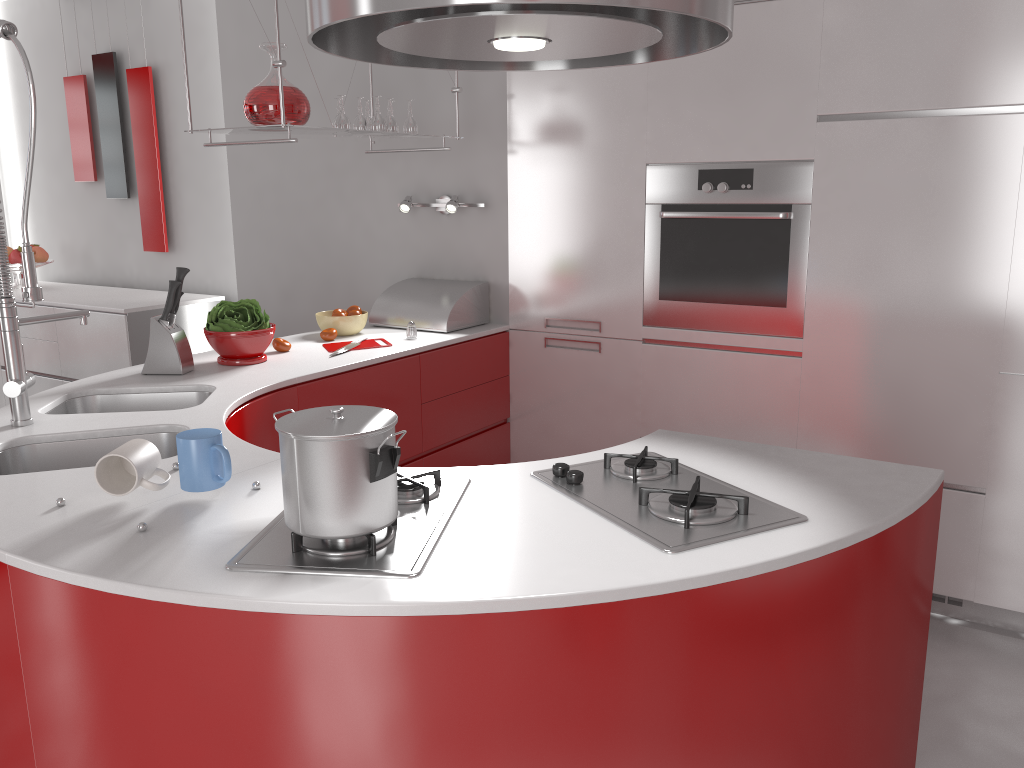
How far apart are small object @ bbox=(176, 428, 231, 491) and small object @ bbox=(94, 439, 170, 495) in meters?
0.0

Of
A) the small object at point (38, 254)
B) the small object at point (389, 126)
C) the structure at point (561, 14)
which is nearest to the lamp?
the small object at point (389, 126)

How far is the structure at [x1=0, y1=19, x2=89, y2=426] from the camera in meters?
2.0

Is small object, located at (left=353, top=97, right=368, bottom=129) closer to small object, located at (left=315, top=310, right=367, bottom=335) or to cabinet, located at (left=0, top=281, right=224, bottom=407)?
small object, located at (left=315, top=310, right=367, bottom=335)

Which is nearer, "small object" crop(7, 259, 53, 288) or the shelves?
the shelves

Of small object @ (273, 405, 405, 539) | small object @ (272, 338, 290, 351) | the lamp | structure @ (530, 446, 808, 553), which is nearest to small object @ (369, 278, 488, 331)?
the lamp

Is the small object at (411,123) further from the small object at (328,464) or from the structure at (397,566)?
→ the small object at (328,464)

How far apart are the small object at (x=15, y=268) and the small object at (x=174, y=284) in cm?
306

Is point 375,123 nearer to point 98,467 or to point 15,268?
point 98,467

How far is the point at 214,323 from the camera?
2.9 meters
